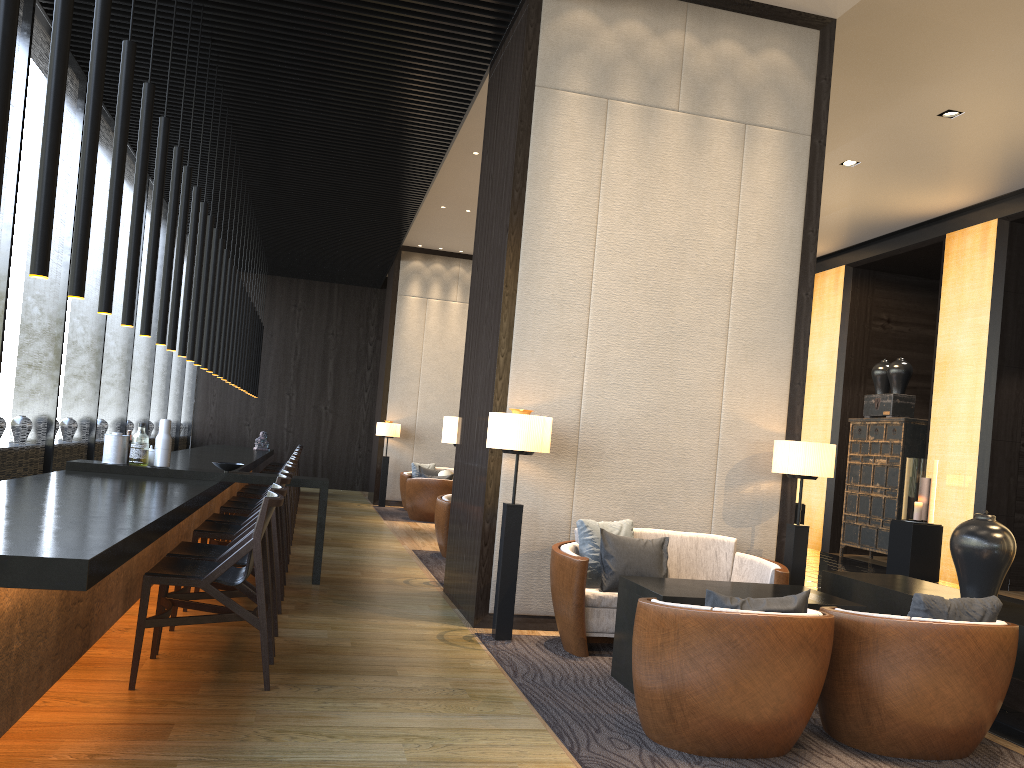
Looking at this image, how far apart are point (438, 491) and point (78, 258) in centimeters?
845cm

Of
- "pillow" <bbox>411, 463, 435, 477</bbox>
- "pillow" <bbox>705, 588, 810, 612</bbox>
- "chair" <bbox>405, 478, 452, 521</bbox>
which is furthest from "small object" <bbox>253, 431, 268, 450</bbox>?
"pillow" <bbox>705, 588, 810, 612</bbox>

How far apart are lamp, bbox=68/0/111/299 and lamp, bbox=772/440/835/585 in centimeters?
401cm

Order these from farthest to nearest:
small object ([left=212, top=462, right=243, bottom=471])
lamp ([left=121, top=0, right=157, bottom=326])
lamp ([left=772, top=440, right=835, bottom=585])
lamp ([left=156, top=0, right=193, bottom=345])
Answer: small object ([left=212, top=462, right=243, bottom=471]) → lamp ([left=156, top=0, right=193, bottom=345]) → lamp ([left=772, top=440, right=835, bottom=585]) → lamp ([left=121, top=0, right=157, bottom=326])

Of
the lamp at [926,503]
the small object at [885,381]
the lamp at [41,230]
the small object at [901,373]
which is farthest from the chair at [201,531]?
the small object at [885,381]

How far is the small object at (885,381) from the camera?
11.8 meters

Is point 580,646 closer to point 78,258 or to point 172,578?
point 172,578

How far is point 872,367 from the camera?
12.88m

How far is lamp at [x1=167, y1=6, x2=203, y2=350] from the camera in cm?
606

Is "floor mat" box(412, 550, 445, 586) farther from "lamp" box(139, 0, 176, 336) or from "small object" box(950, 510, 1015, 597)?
"small object" box(950, 510, 1015, 597)
